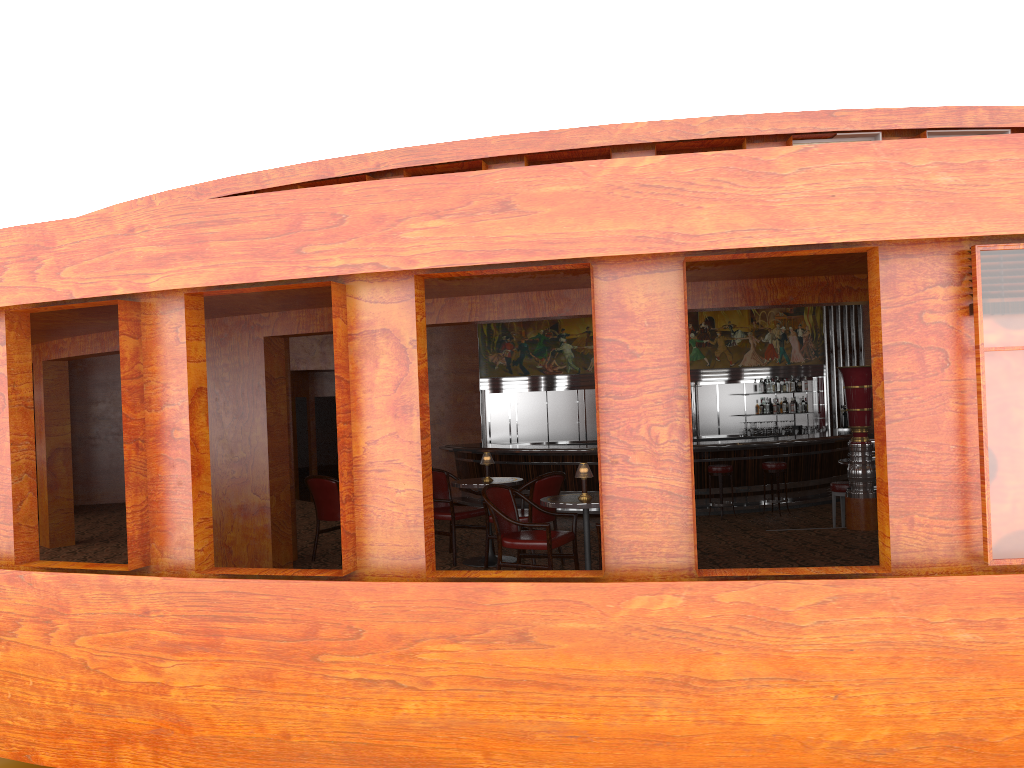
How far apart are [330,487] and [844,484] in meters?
5.5 m

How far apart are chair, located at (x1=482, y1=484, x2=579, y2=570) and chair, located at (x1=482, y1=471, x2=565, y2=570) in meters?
0.6

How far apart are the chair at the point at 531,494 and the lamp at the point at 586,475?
1.09m

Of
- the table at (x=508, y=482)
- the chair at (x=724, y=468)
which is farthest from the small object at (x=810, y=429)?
Result: the table at (x=508, y=482)

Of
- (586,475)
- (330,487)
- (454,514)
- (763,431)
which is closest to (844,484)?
(454,514)

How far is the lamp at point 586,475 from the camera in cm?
619

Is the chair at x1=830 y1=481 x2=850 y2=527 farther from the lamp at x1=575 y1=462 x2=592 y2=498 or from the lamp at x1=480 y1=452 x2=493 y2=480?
the lamp at x1=575 y1=462 x2=592 y2=498

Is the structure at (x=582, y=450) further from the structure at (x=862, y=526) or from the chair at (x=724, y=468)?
the structure at (x=862, y=526)

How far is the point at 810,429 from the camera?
15.8 meters

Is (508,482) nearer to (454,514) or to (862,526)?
(454,514)
